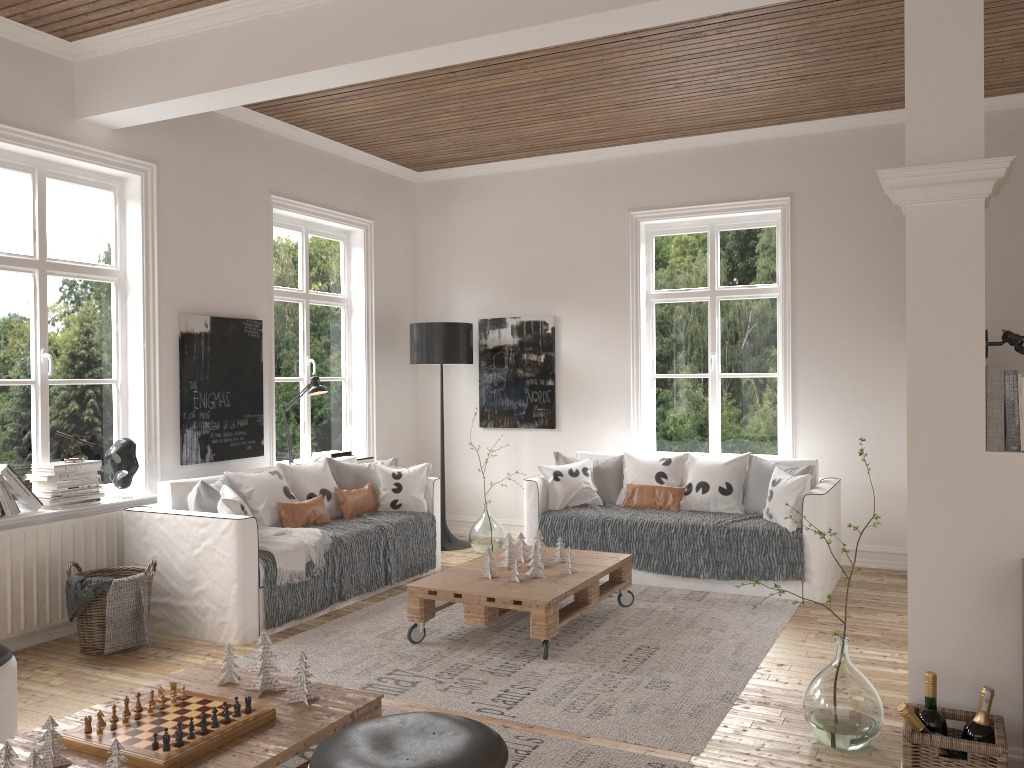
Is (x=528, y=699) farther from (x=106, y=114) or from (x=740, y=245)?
(x=740, y=245)

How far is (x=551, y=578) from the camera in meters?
4.5

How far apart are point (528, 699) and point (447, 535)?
3.4m

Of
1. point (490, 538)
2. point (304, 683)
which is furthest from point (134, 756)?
point (490, 538)

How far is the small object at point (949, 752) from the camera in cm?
260

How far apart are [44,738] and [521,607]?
2.2 meters

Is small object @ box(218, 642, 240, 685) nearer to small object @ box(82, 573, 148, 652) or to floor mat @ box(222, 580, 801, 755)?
floor mat @ box(222, 580, 801, 755)

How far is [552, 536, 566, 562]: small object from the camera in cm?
492

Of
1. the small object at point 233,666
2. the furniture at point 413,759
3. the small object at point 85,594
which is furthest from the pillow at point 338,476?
the furniture at point 413,759

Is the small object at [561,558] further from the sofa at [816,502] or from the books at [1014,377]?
the books at [1014,377]
